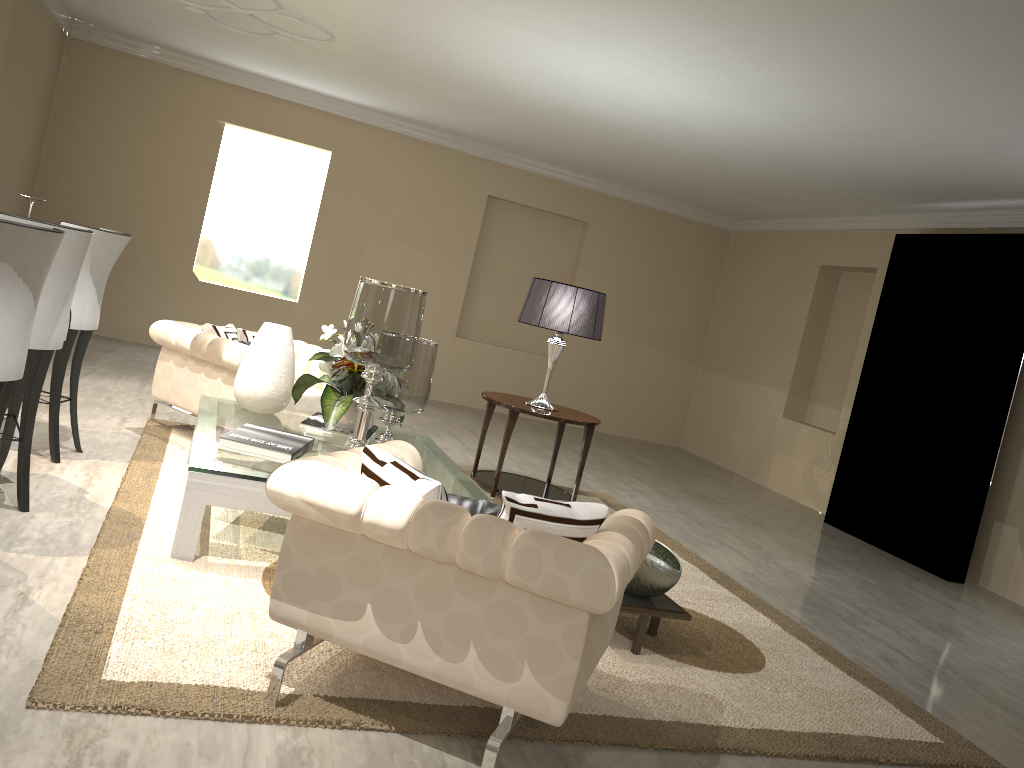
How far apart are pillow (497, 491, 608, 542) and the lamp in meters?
2.5

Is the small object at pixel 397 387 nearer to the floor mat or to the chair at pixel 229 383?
the floor mat

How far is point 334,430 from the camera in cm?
358

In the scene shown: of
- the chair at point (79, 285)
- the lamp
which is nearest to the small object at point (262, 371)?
the chair at point (79, 285)

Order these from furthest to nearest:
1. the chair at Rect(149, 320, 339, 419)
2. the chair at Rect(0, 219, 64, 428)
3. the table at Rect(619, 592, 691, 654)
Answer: the chair at Rect(149, 320, 339, 419) < the table at Rect(619, 592, 691, 654) < the chair at Rect(0, 219, 64, 428)

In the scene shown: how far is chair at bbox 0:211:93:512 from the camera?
2.8m

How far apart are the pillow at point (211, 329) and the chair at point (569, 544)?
2.1m

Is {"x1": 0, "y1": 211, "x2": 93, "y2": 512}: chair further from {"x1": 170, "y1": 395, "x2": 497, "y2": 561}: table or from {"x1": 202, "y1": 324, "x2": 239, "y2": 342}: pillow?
{"x1": 202, "y1": 324, "x2": 239, "y2": 342}: pillow

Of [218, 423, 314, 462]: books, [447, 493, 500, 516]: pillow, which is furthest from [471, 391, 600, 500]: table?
[447, 493, 500, 516]: pillow

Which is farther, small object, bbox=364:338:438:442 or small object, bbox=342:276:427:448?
small object, bbox=364:338:438:442
